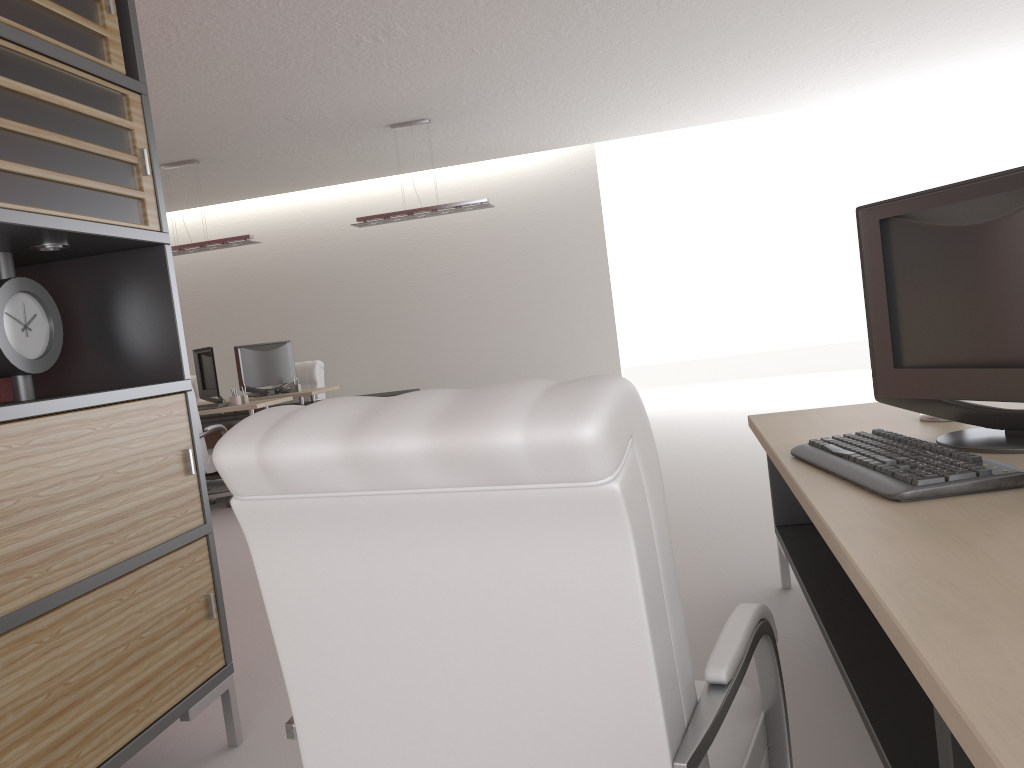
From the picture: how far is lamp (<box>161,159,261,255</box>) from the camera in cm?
1197

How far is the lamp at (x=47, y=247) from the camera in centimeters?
352cm

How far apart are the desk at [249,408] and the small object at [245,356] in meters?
1.1

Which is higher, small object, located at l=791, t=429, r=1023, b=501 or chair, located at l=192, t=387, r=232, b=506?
small object, located at l=791, t=429, r=1023, b=501

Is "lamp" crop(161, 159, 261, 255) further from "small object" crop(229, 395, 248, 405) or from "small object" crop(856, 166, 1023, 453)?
"small object" crop(856, 166, 1023, 453)

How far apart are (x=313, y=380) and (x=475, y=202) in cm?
434

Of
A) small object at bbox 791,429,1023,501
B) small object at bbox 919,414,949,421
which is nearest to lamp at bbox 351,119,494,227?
small object at bbox 919,414,949,421

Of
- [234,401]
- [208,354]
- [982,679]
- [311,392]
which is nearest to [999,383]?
[982,679]

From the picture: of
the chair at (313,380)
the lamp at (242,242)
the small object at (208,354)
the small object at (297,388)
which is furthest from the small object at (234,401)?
the chair at (313,380)

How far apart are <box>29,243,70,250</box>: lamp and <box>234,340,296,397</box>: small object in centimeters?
953cm
